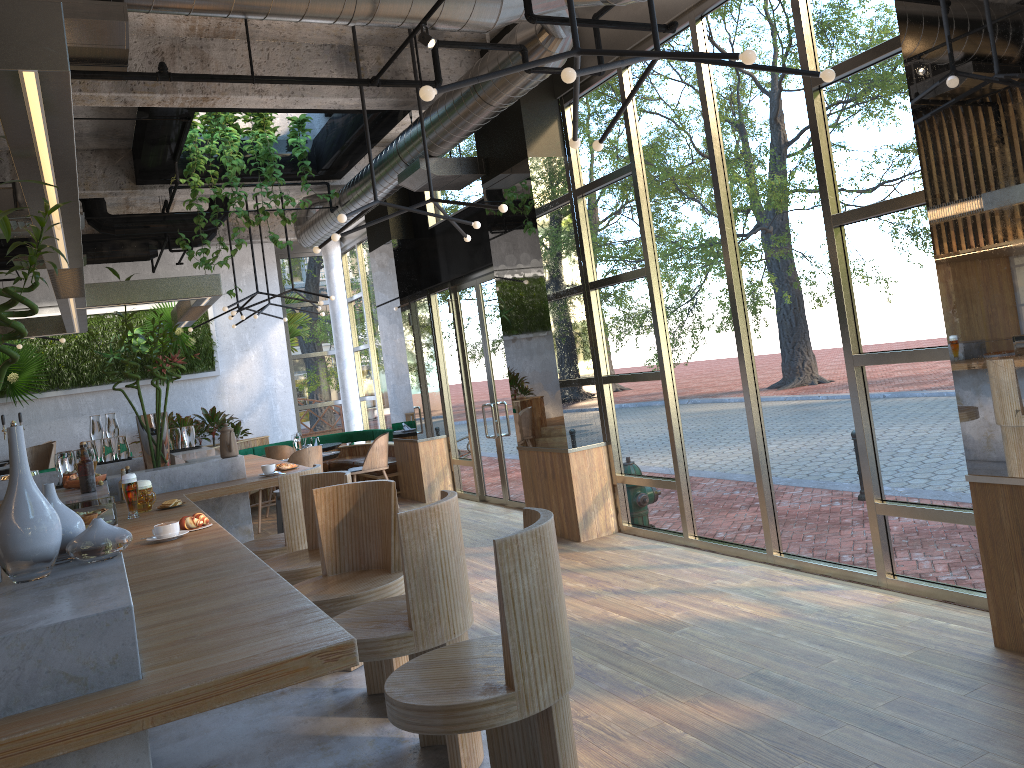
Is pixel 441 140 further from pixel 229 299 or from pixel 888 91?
pixel 229 299

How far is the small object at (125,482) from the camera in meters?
4.6

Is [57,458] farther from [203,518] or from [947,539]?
[947,539]

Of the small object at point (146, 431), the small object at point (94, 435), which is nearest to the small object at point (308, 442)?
the small object at point (94, 435)

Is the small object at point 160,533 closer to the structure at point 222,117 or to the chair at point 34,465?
the structure at point 222,117

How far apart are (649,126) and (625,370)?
2.0m

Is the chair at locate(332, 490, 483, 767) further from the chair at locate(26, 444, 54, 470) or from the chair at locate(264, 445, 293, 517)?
the chair at locate(264, 445, 293, 517)

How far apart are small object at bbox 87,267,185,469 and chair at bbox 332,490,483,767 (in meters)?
3.42

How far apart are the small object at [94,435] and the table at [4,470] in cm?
211

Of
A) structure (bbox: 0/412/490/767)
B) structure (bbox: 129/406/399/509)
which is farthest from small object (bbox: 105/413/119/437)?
structure (bbox: 129/406/399/509)
